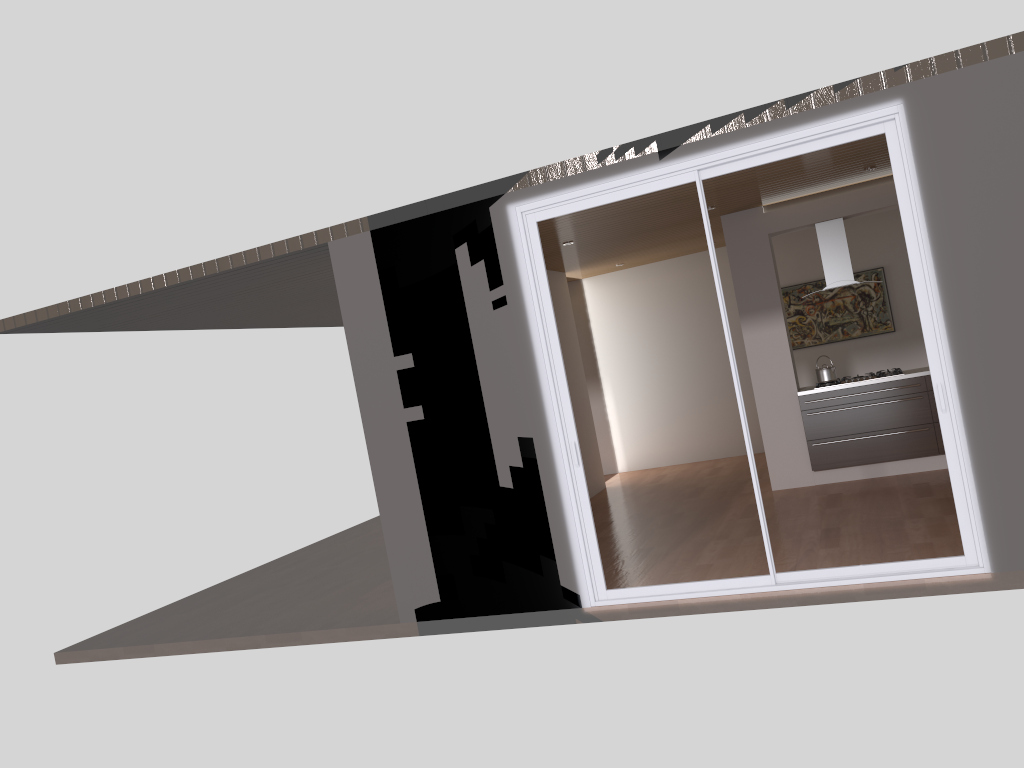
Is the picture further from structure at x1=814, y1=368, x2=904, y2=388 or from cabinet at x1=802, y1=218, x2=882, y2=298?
cabinet at x1=802, y1=218, x2=882, y2=298

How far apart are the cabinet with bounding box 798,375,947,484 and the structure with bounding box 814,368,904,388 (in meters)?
0.11

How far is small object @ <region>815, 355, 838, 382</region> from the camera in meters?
8.3

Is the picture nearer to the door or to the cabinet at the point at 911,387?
the cabinet at the point at 911,387

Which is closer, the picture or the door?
the door

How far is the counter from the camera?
7.95m

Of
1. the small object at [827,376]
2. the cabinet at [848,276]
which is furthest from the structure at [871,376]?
the cabinet at [848,276]

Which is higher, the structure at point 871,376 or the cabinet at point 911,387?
the structure at point 871,376

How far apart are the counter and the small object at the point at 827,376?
0.1 meters

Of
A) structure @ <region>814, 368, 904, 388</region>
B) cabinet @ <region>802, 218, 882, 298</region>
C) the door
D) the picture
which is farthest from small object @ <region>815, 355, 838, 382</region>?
the door
